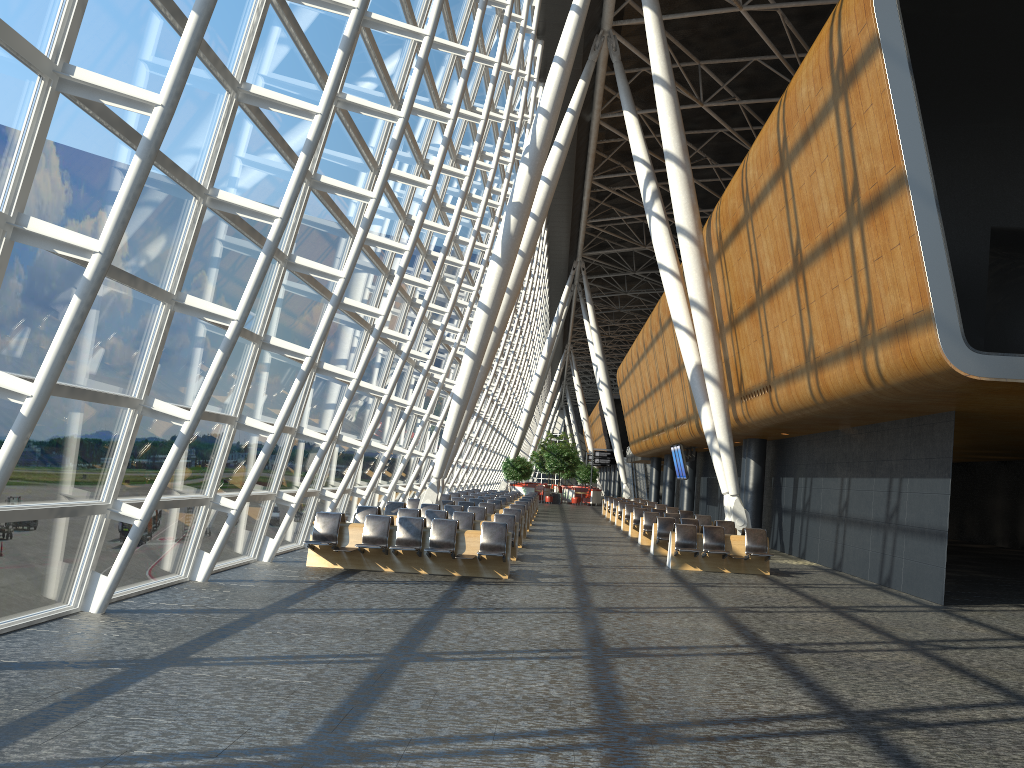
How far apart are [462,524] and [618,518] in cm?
1575

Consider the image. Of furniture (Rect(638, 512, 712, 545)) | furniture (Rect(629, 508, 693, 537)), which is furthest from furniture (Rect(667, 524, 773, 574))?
furniture (Rect(629, 508, 693, 537))

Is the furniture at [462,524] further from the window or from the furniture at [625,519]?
the furniture at [625,519]

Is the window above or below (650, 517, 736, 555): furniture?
above

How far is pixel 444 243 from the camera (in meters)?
17.34

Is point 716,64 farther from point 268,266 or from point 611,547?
point 268,266

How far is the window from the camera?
6.9 meters

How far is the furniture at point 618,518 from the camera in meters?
31.7 m

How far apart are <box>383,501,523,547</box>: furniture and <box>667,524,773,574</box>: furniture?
4.03m

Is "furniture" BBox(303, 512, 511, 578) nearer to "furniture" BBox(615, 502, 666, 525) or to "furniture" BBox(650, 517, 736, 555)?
"furniture" BBox(650, 517, 736, 555)
